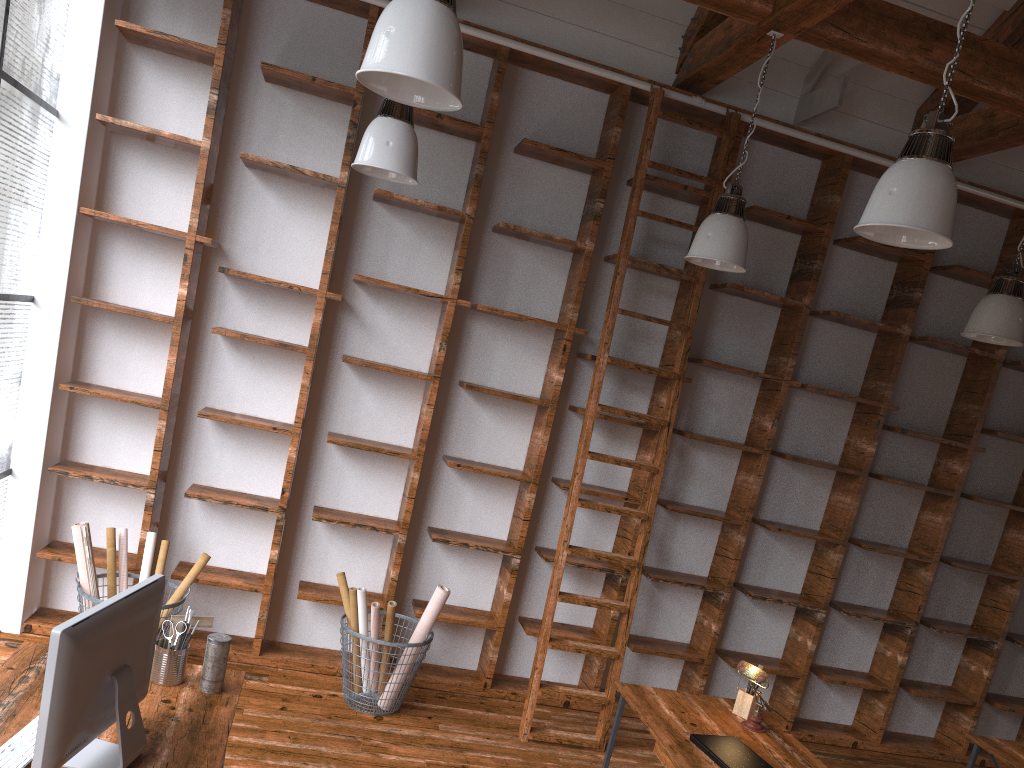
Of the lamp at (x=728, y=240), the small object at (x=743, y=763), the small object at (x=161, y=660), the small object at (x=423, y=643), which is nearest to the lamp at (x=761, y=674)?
the small object at (x=743, y=763)

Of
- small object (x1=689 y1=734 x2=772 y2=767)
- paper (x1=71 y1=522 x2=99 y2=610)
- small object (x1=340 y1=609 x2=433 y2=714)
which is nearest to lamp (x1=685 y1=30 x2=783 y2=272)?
small object (x1=689 y1=734 x2=772 y2=767)

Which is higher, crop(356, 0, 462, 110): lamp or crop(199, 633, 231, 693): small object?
crop(356, 0, 462, 110): lamp

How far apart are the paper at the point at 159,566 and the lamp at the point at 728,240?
3.0 meters

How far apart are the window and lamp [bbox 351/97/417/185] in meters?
1.5

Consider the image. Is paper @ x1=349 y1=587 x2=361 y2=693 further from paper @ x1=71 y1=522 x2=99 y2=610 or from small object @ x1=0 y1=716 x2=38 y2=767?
small object @ x1=0 y1=716 x2=38 y2=767

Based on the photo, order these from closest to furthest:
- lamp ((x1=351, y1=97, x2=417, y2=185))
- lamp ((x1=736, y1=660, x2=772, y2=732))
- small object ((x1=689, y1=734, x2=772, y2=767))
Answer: small object ((x1=689, y1=734, x2=772, y2=767))
lamp ((x1=736, y1=660, x2=772, y2=732))
lamp ((x1=351, y1=97, x2=417, y2=185))

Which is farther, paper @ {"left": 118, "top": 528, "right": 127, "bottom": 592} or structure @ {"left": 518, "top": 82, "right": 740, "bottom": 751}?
structure @ {"left": 518, "top": 82, "right": 740, "bottom": 751}

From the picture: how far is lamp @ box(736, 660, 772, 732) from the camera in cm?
355

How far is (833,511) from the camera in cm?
549
